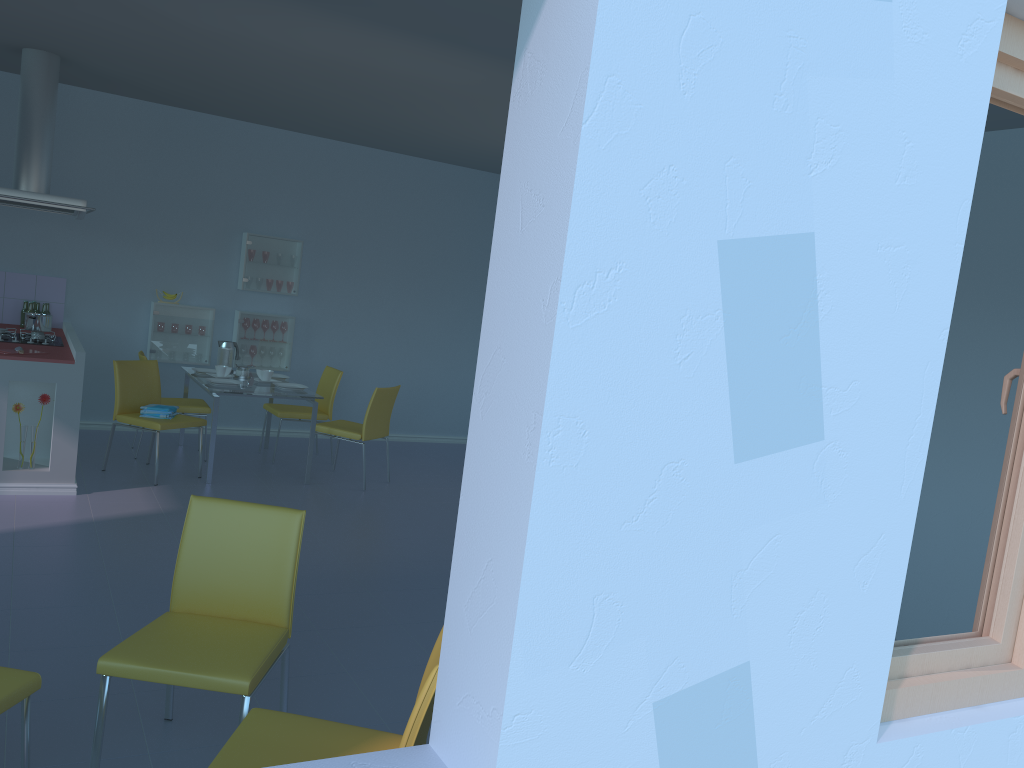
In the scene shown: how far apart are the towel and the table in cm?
26

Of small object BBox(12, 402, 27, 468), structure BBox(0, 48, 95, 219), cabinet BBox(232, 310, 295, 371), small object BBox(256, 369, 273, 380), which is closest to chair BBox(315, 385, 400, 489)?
small object BBox(256, 369, 273, 380)

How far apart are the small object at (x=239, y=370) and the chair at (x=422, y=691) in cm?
454

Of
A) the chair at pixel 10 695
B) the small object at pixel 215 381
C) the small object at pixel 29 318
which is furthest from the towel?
the chair at pixel 10 695

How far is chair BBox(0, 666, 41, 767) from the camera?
1.98m

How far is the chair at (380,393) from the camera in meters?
5.9 m

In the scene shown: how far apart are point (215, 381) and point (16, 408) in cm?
133

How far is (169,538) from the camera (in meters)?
4.40

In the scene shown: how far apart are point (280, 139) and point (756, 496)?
6.6m

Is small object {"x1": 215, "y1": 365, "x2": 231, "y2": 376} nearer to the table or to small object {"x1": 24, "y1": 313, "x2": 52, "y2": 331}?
the table
